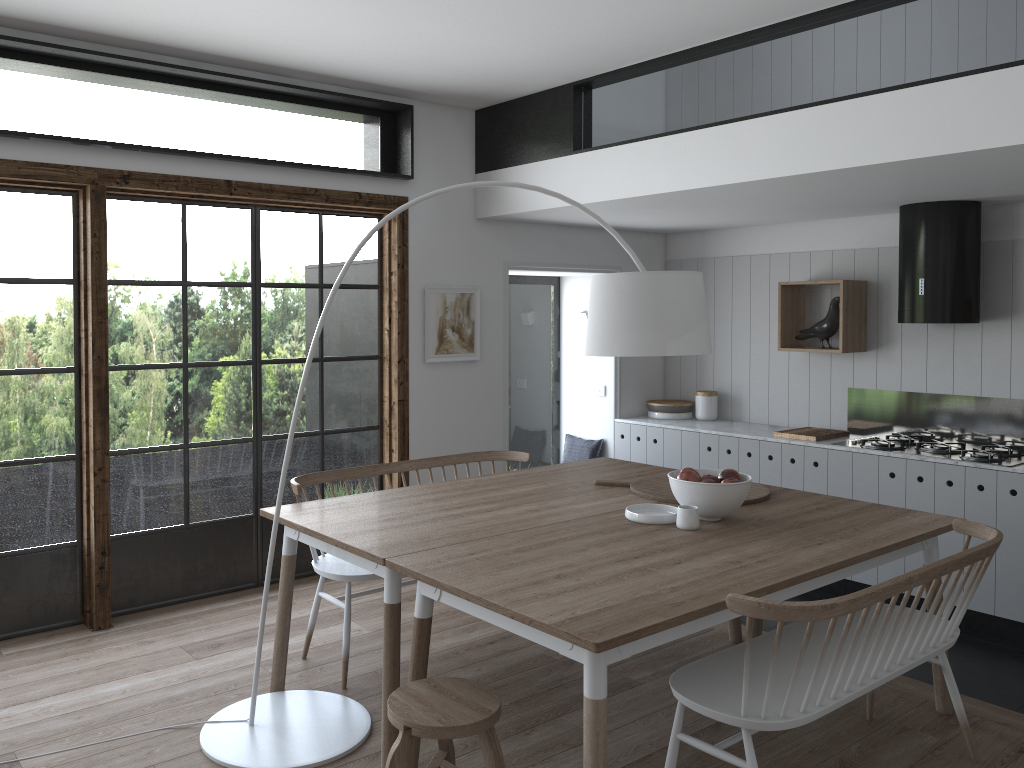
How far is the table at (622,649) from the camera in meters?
2.3

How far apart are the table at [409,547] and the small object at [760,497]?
0.03m

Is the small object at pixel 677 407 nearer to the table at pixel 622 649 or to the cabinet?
the cabinet

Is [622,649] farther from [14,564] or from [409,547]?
[14,564]

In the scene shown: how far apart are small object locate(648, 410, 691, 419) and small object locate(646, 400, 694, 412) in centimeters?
5cm

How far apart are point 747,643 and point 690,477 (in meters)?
1.11

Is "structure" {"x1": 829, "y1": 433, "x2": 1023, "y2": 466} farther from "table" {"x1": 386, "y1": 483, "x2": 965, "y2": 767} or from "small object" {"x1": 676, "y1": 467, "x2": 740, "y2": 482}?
"small object" {"x1": 676, "y1": 467, "x2": 740, "y2": 482}

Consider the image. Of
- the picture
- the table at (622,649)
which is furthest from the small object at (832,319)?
the picture

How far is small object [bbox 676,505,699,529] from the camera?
3.3m

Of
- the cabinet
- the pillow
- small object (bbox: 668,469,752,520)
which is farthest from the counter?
small object (bbox: 668,469,752,520)
